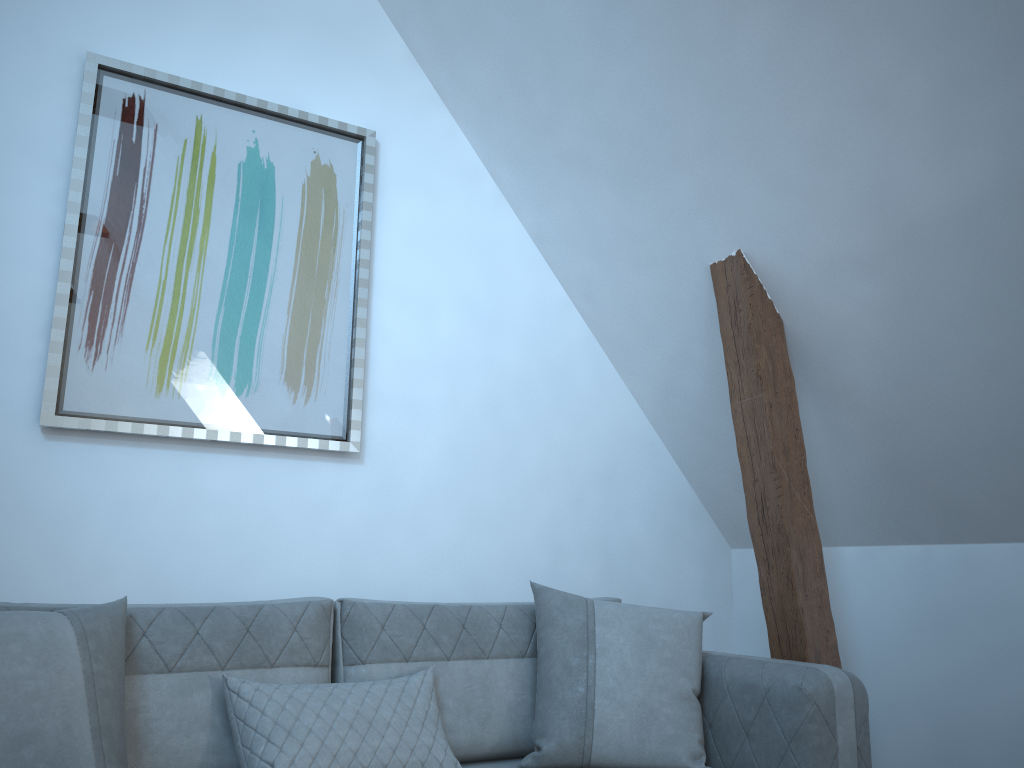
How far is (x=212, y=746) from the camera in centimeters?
199cm

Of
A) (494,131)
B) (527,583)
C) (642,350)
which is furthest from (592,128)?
(527,583)

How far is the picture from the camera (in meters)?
2.66

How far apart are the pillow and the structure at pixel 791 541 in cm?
38

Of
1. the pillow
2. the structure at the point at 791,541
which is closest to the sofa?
the pillow

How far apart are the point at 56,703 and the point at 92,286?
1.4m

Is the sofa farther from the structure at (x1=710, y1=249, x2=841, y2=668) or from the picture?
the picture

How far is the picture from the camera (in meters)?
2.66

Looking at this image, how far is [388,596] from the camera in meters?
3.0 m

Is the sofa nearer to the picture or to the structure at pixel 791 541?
the structure at pixel 791 541
